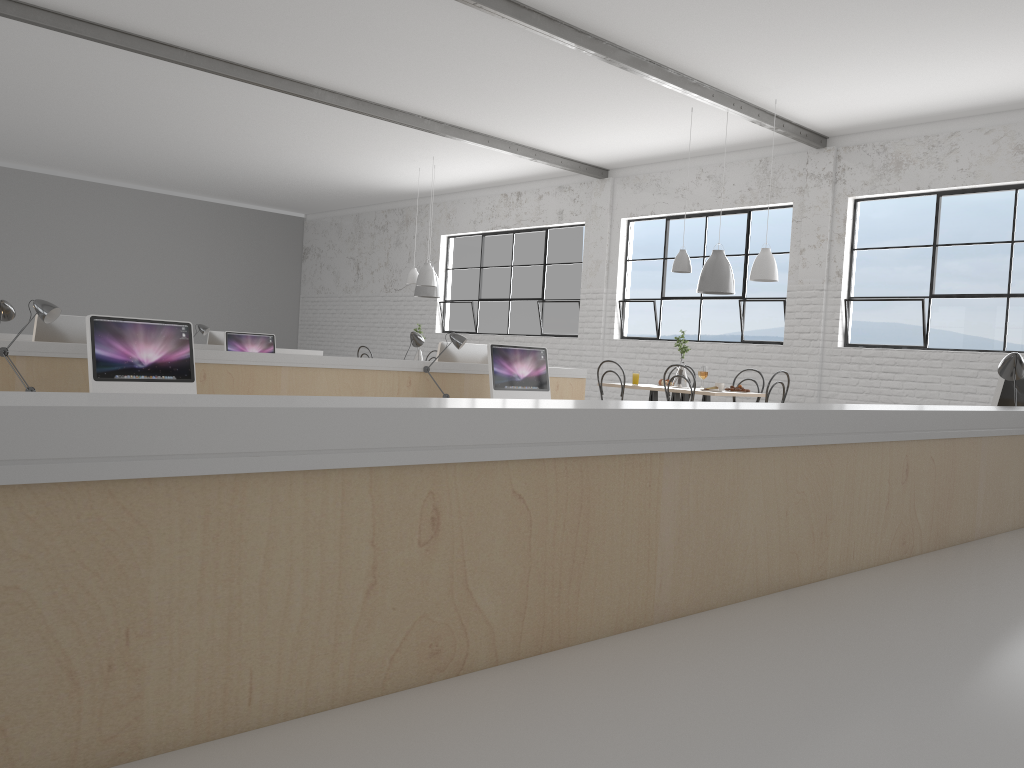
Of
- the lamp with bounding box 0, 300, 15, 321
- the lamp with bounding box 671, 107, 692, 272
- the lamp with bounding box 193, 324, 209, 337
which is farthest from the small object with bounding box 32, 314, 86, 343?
the lamp with bounding box 671, 107, 692, 272

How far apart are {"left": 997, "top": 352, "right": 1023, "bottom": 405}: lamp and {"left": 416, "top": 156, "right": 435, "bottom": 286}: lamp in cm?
612

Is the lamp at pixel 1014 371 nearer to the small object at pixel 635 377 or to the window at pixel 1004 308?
the small object at pixel 635 377

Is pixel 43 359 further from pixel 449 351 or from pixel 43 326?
pixel 449 351

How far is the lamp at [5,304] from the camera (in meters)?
3.33

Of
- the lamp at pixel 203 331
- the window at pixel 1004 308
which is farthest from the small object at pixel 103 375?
the window at pixel 1004 308

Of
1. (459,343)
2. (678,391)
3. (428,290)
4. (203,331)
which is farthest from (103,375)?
(428,290)

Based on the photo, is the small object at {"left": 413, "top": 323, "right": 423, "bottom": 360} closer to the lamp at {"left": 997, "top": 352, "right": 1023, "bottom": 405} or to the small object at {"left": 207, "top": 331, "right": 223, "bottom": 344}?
the small object at {"left": 207, "top": 331, "right": 223, "bottom": 344}

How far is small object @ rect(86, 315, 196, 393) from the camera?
3.1m

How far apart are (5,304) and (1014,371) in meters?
3.4 m
